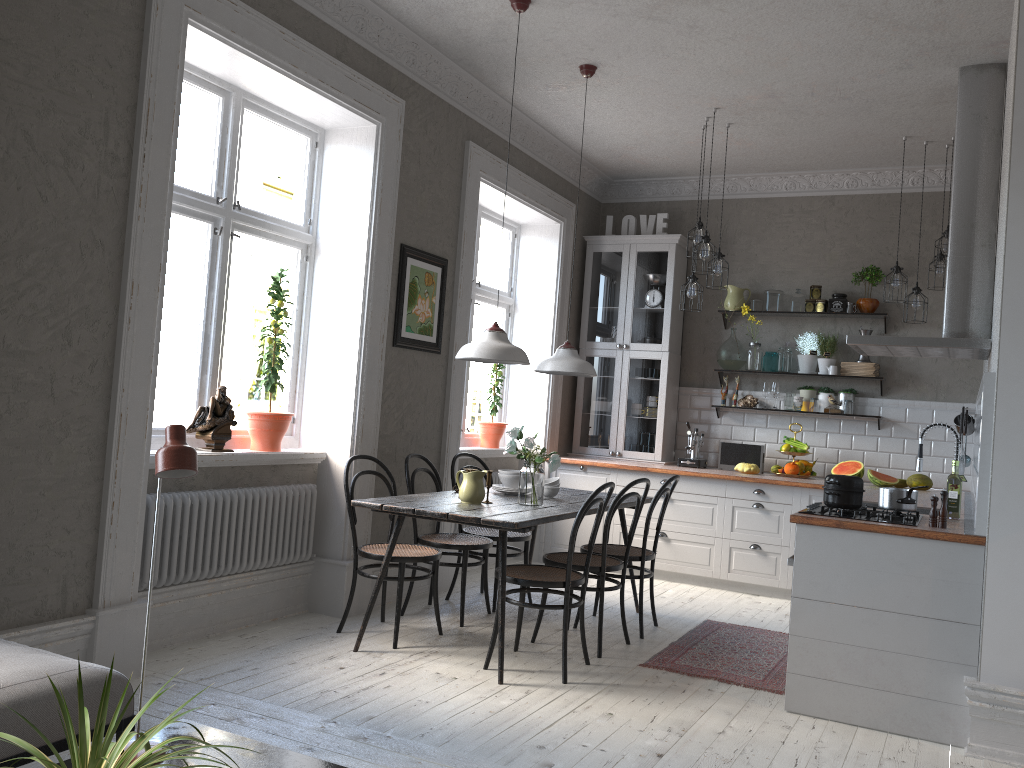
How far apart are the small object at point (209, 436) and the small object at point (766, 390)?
4.3m

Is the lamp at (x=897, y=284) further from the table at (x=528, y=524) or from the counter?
the table at (x=528, y=524)

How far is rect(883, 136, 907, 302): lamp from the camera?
5.97m

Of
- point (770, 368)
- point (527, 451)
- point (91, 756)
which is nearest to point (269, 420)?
point (527, 451)

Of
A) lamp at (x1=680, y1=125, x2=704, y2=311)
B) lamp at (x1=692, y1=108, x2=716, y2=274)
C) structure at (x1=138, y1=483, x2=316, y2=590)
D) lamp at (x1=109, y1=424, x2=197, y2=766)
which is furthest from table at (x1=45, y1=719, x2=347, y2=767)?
lamp at (x1=680, y1=125, x2=704, y2=311)

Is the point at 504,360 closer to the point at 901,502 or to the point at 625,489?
the point at 625,489

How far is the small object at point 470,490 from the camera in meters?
4.5 m

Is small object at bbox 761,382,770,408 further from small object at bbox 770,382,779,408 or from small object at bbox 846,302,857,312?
small object at bbox 846,302,857,312

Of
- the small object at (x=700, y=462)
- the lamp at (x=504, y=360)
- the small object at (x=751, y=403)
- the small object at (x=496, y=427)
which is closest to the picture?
the lamp at (x=504, y=360)

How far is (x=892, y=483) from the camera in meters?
6.3 m
